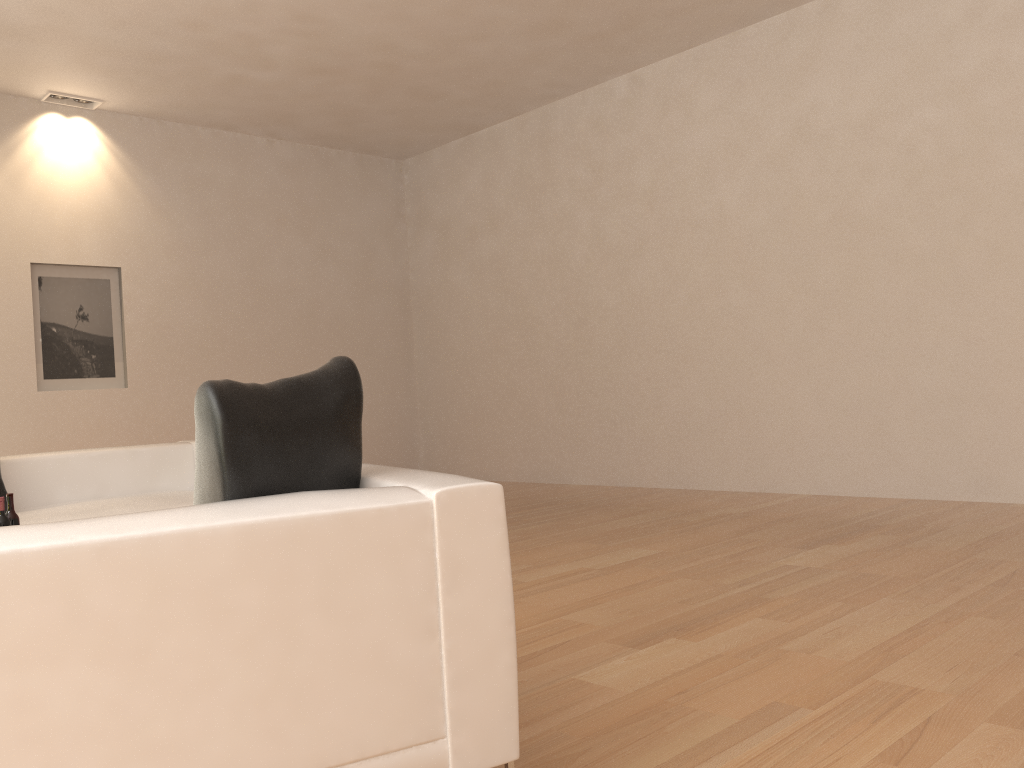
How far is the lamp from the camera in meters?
7.8

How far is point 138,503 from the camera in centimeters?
487cm

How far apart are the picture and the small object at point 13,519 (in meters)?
4.93

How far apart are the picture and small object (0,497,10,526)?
5.04m

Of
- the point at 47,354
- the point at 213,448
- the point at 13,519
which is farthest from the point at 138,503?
the point at 47,354

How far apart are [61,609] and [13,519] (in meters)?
2.20

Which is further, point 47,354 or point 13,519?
point 47,354

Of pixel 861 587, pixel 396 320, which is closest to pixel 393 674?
pixel 861 587

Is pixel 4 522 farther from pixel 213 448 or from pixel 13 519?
pixel 213 448

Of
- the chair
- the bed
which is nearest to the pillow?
the chair
